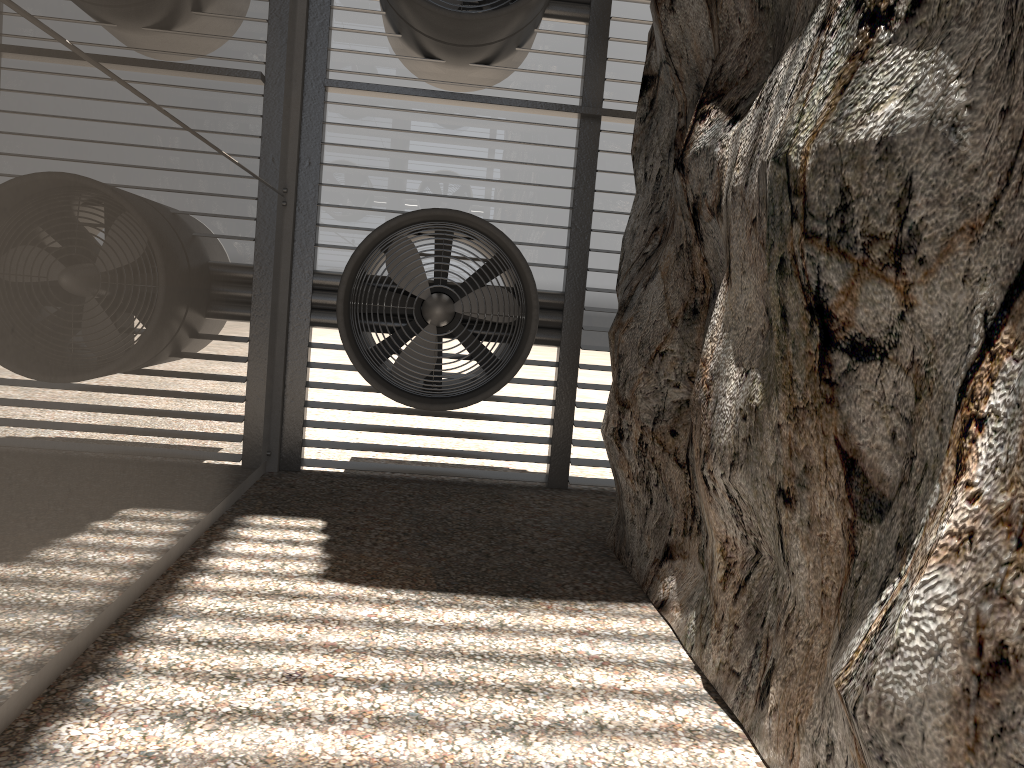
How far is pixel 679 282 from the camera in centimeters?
541cm

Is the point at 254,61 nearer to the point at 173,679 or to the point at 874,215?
the point at 173,679
